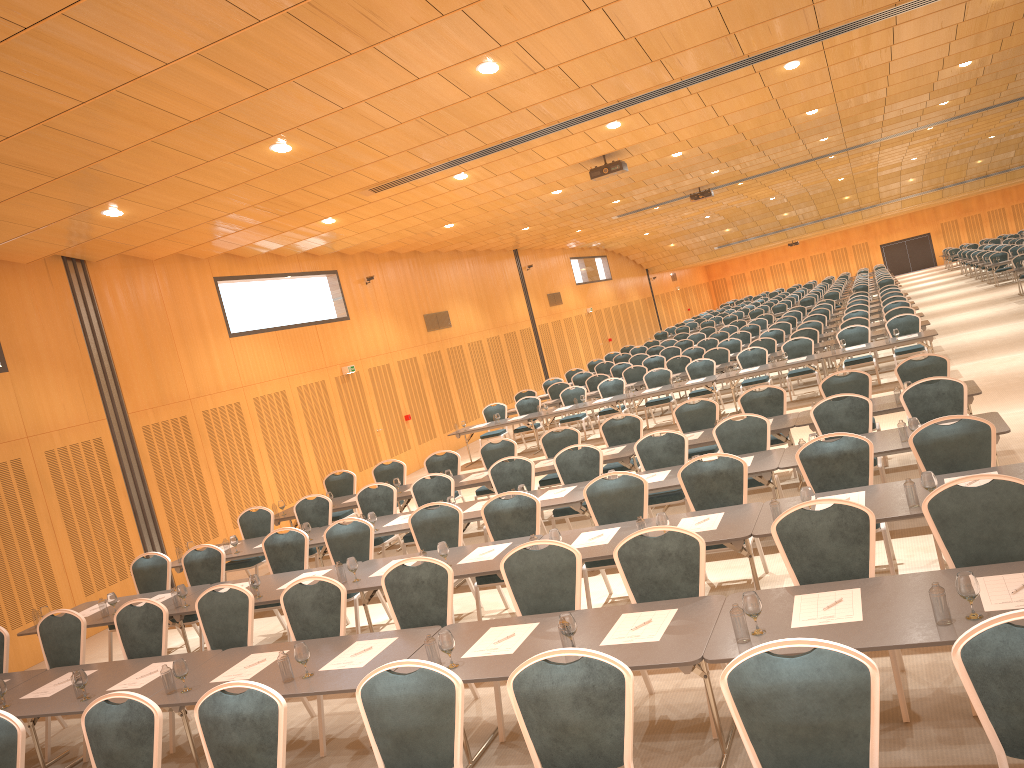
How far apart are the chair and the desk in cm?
29

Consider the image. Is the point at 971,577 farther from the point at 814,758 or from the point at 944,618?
the point at 814,758

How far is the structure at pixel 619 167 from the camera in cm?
1509

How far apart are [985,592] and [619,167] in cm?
1178

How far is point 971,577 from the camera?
4.01m

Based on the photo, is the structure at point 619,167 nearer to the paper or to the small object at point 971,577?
the small object at point 971,577

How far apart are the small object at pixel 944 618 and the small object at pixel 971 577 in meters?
0.0

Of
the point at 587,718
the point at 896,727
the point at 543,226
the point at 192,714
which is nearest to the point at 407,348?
the point at 543,226

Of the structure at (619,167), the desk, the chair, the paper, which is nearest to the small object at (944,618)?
the desk

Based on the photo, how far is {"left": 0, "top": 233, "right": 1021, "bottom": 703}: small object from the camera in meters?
4.0 m
